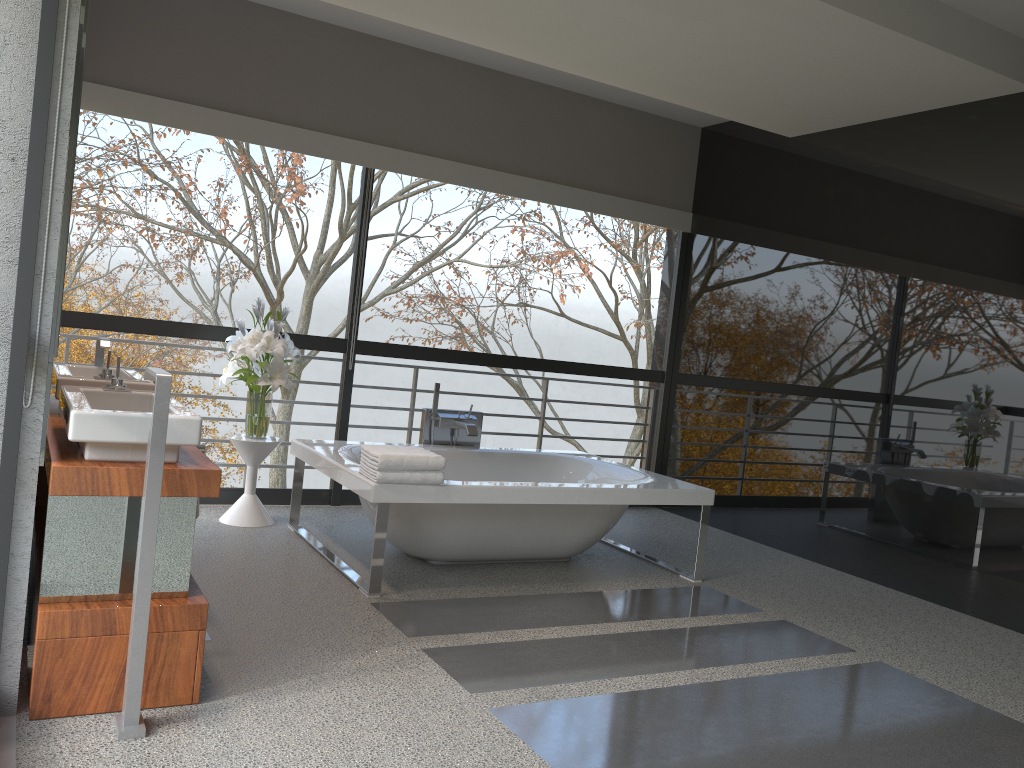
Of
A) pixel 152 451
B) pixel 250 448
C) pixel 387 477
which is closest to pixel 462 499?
pixel 387 477

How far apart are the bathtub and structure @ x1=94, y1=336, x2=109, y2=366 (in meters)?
1.09

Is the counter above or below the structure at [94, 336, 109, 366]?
below

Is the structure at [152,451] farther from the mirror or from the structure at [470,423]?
the structure at [470,423]

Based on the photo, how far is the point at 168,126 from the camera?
5.0 meters

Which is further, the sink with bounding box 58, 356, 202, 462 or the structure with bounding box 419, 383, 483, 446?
the structure with bounding box 419, 383, 483, 446

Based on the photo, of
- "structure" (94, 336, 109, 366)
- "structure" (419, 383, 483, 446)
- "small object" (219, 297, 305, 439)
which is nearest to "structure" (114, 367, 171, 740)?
"structure" (94, 336, 109, 366)

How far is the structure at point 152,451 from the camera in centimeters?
238cm

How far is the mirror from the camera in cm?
Answer: 239

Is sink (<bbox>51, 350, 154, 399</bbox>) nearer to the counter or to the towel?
the counter
